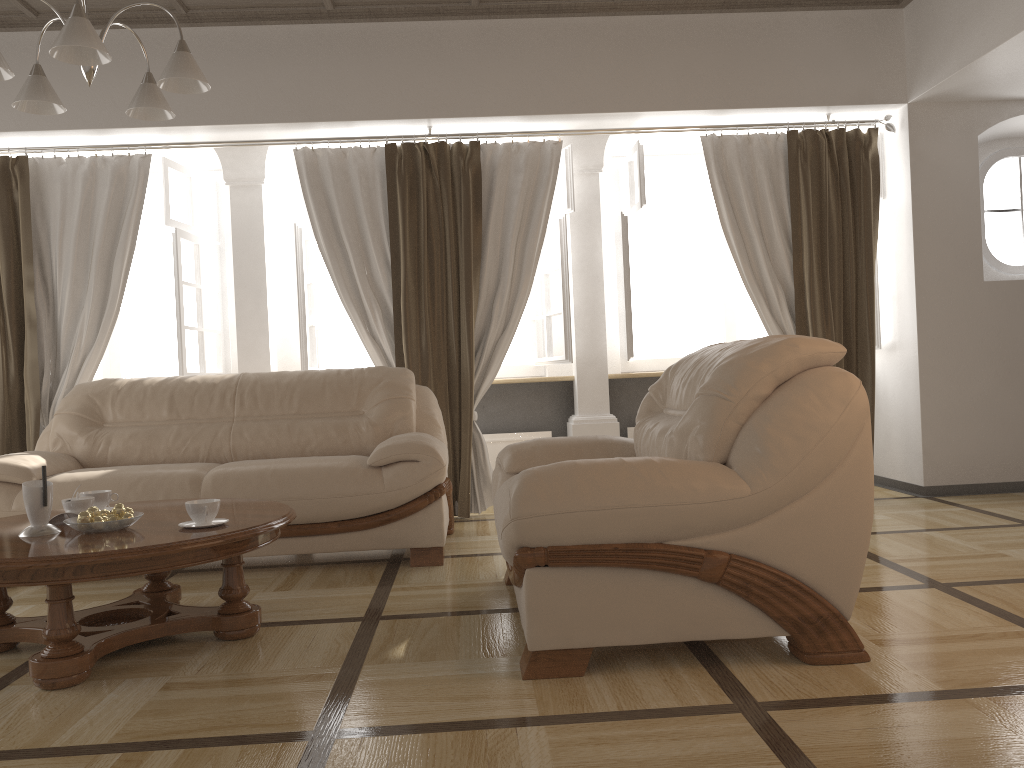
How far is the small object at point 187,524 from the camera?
2.76m

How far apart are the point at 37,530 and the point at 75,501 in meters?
0.2

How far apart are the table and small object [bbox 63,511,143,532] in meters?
0.0 m

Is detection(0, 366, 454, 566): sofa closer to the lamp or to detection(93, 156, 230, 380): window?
detection(93, 156, 230, 380): window

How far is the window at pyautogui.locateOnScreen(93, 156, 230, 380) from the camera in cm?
531

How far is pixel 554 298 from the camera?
6.0 meters

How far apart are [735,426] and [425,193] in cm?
311

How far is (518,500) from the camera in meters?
2.3

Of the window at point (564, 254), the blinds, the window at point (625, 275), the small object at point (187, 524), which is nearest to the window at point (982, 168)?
the blinds

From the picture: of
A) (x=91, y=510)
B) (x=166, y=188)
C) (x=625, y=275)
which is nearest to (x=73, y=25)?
(x=91, y=510)
